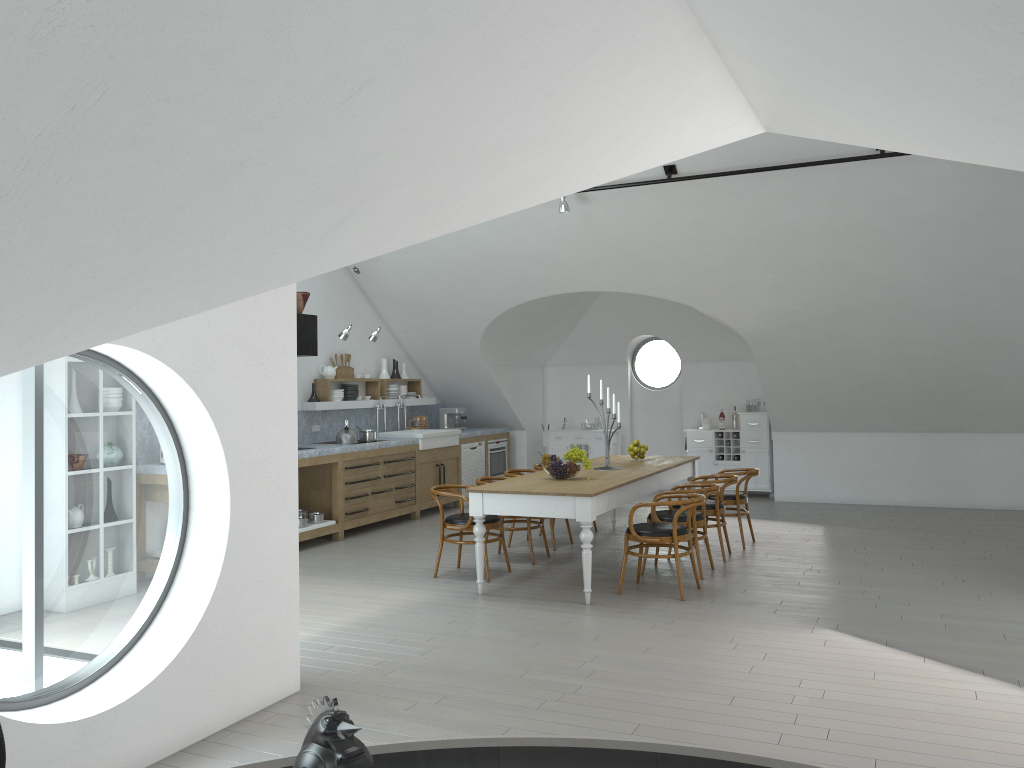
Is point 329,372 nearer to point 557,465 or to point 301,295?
point 301,295

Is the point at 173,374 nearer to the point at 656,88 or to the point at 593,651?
the point at 656,88

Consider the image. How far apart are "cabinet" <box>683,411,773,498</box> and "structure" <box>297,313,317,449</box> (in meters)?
5.59

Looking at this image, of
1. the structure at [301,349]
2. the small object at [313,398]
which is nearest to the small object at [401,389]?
the small object at [313,398]

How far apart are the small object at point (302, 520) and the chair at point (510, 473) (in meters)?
2.06

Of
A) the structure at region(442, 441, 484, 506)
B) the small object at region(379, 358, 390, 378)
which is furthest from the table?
the small object at region(379, 358, 390, 378)

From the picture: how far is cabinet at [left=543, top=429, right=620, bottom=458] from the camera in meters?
12.8 m

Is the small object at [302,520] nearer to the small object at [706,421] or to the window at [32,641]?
the window at [32,641]

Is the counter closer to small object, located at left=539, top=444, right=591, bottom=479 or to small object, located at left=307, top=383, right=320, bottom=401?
small object, located at left=307, top=383, right=320, bottom=401

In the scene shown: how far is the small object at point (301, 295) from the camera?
9.1 meters
